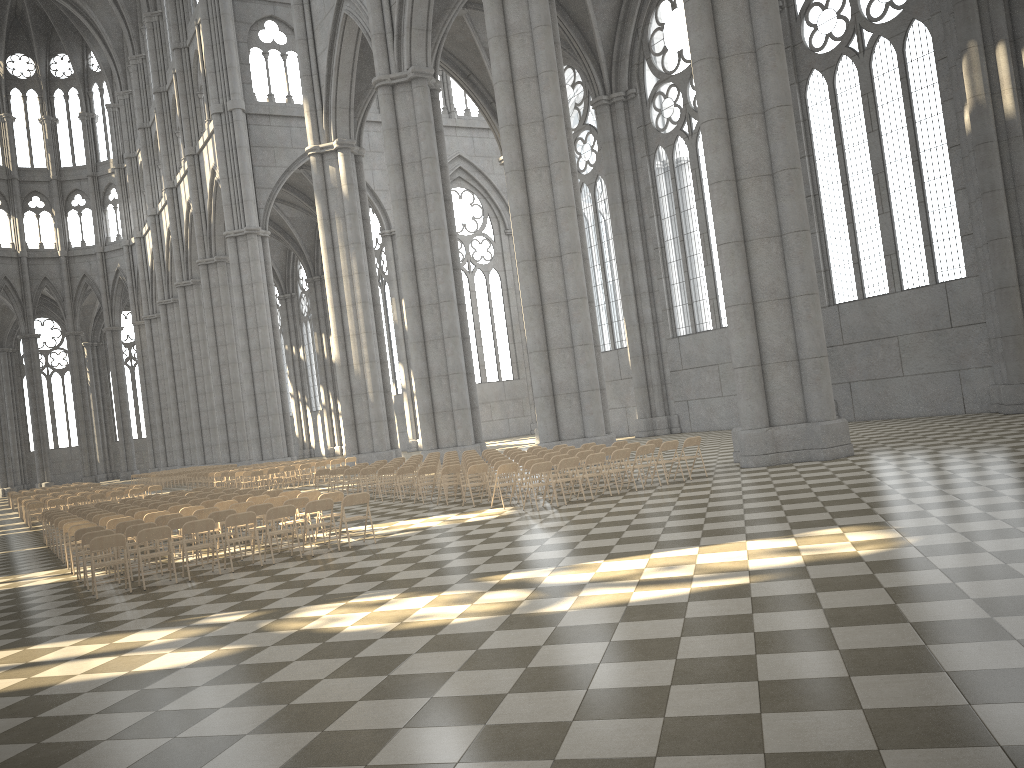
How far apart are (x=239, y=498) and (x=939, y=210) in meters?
21.0

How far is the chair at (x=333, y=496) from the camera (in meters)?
14.56

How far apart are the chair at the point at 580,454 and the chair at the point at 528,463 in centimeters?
113cm

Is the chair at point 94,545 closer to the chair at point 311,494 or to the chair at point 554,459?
the chair at point 311,494

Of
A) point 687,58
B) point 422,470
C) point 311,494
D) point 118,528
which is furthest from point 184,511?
point 687,58

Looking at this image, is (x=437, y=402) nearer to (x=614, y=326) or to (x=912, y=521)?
(x=614, y=326)

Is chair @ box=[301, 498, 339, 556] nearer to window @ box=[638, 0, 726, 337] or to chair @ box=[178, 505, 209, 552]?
chair @ box=[178, 505, 209, 552]

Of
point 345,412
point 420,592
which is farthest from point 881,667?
point 345,412

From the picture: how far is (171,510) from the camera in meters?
16.5 m

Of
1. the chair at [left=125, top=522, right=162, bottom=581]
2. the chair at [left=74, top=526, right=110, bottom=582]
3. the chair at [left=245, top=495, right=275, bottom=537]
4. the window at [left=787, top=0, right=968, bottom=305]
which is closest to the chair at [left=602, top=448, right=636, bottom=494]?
the chair at [left=245, top=495, right=275, bottom=537]
